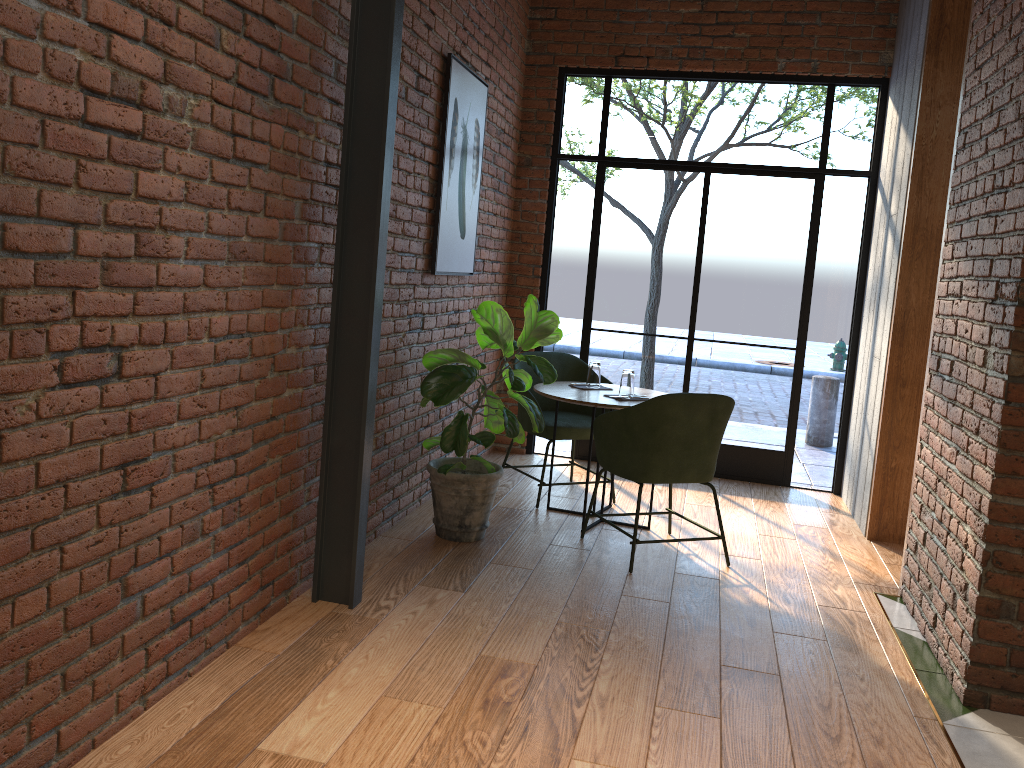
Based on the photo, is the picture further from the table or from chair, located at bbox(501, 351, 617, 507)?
the table

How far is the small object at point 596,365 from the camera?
4.8m

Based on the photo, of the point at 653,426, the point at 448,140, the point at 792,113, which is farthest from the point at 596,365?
the point at 792,113

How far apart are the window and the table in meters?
1.2

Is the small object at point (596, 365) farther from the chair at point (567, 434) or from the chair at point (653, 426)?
the chair at point (653, 426)

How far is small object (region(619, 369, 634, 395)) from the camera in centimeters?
458cm

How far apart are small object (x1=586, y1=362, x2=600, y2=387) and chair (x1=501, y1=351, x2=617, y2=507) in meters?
0.3

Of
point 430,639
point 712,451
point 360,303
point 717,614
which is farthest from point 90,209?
point 712,451

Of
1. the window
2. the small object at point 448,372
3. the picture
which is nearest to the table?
the small object at point 448,372

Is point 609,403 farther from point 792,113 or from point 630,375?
point 792,113
